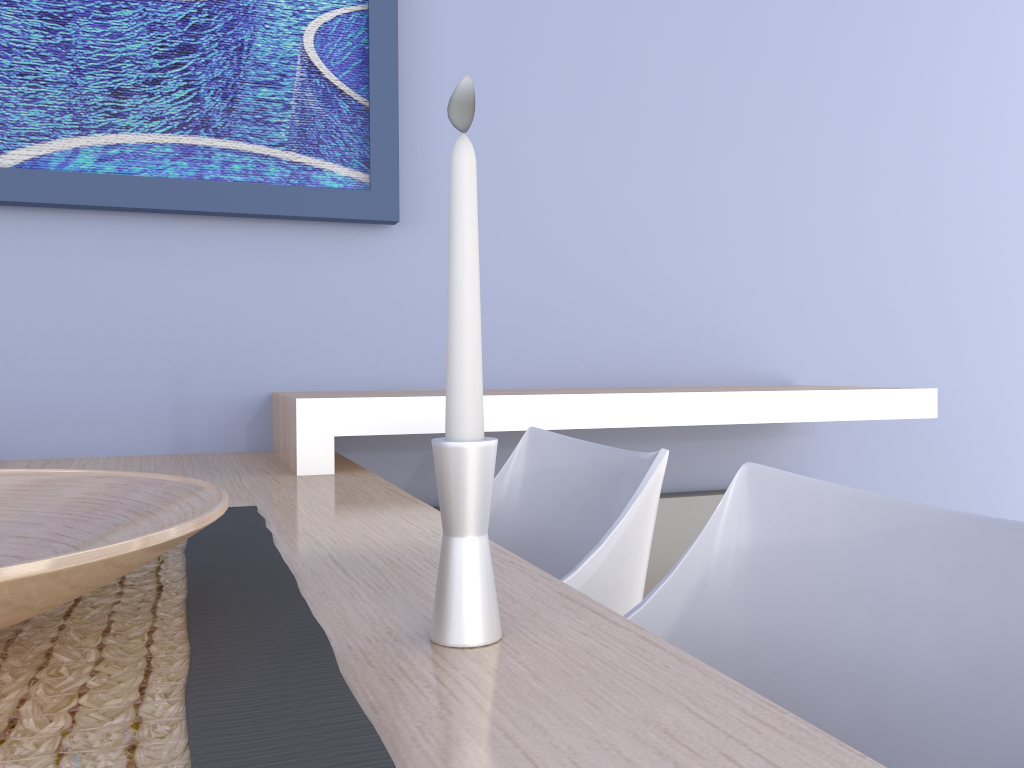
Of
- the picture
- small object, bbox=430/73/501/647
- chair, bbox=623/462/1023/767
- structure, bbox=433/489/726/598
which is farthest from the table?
structure, bbox=433/489/726/598

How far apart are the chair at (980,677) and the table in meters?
0.1

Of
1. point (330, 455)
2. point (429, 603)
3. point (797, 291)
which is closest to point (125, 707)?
point (429, 603)

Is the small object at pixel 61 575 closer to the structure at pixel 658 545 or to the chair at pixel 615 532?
the chair at pixel 615 532

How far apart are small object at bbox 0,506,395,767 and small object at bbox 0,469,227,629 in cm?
4

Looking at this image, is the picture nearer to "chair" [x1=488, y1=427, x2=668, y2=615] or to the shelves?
the shelves

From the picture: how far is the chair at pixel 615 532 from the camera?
1.00m

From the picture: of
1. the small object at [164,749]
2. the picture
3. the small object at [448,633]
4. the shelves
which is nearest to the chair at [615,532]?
the shelves

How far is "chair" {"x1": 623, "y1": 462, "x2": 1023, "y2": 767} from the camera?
0.6m

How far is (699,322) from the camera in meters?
2.2 m
